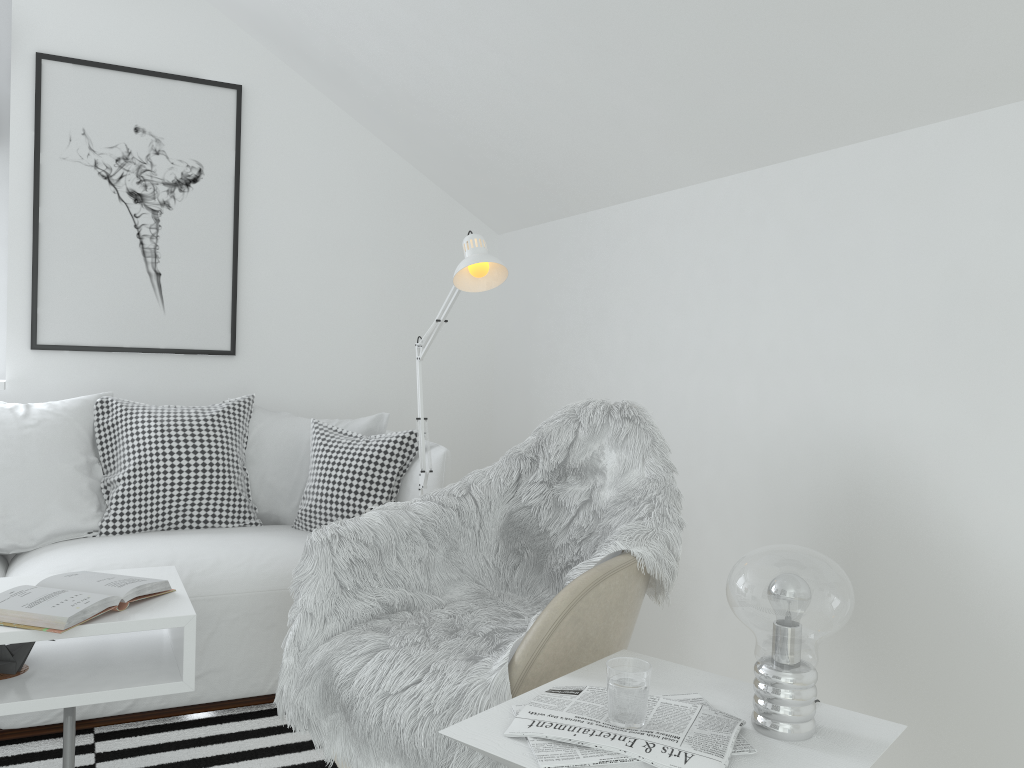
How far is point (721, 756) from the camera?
1.2m

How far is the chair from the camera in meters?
1.6 m

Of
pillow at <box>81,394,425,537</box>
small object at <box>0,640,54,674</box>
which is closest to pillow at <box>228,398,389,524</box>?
pillow at <box>81,394,425,537</box>

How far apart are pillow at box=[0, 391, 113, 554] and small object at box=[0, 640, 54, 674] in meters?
0.9 m

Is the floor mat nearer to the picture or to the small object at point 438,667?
the small object at point 438,667

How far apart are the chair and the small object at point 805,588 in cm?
35

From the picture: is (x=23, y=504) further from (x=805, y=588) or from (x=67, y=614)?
(x=805, y=588)

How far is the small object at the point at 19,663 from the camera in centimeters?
183cm

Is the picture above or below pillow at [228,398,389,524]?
above

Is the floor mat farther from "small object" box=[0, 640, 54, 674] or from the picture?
the picture
